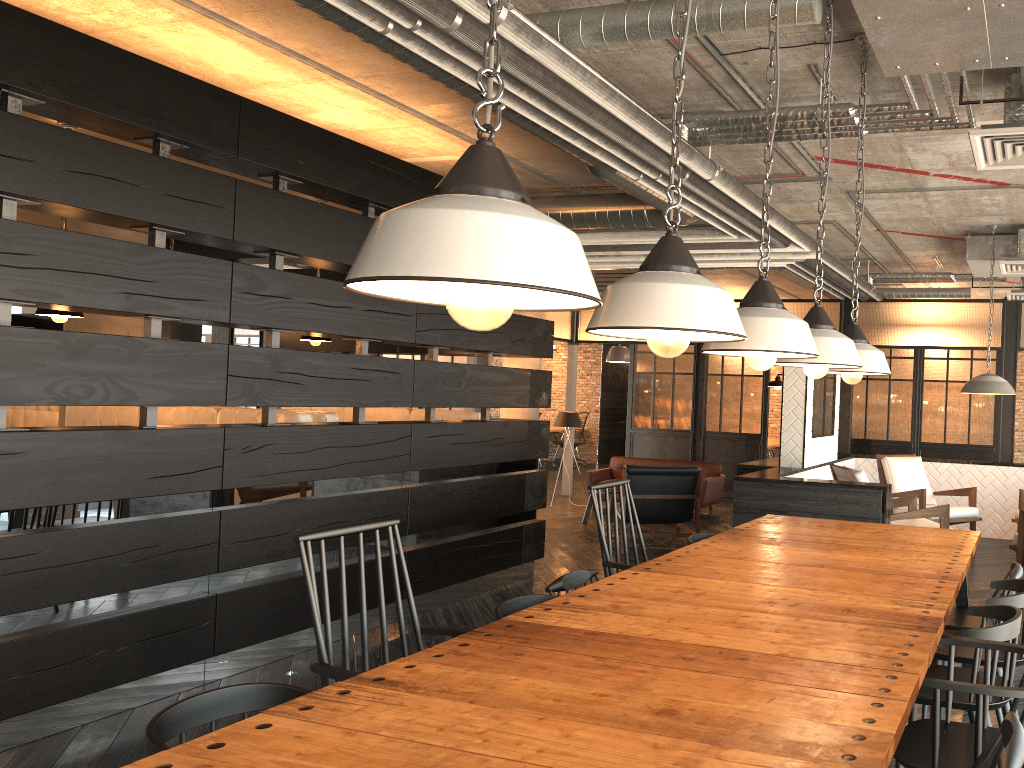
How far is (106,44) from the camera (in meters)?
3.81

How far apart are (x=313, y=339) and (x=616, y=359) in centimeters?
801cm

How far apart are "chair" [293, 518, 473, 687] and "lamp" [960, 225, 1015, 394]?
5.63m

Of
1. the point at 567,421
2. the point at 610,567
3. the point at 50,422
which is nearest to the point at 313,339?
the point at 610,567

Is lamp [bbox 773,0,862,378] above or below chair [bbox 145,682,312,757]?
above

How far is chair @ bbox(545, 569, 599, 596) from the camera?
A: 3.2 meters

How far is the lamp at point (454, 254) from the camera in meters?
1.1

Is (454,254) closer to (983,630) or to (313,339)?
(983,630)

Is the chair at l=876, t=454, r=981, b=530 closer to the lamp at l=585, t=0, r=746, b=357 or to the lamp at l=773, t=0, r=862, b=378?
the lamp at l=773, t=0, r=862, b=378

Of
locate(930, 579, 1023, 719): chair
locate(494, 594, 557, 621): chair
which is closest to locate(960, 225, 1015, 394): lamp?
locate(930, 579, 1023, 719): chair
